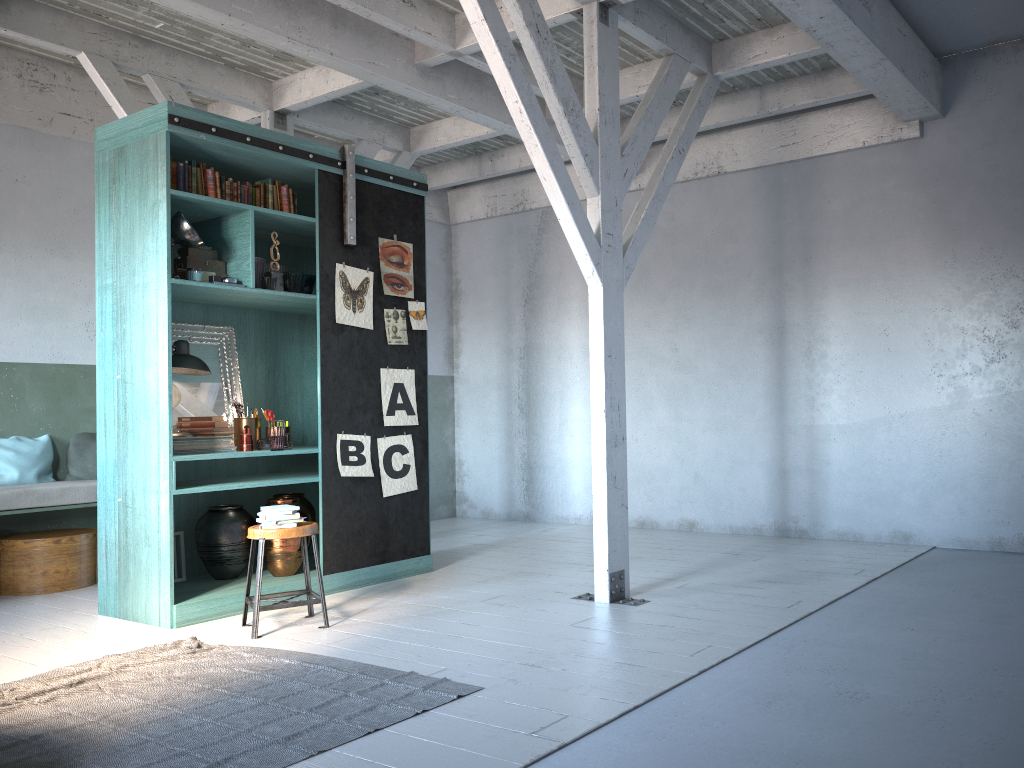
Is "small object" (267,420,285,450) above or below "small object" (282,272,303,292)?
below

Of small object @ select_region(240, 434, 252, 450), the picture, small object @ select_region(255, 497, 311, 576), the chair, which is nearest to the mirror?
small object @ select_region(240, 434, 252, 450)

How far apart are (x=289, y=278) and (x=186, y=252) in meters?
0.8 m

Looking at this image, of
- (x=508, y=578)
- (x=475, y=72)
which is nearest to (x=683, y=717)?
(x=508, y=578)

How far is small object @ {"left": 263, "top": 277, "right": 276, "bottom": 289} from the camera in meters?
6.6 m

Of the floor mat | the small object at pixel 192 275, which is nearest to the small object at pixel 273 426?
the small object at pixel 192 275

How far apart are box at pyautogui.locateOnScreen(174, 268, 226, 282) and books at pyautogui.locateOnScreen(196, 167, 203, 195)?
0.60m

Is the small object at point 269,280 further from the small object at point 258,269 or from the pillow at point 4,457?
the pillow at point 4,457

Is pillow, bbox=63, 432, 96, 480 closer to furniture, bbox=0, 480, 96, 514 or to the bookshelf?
furniture, bbox=0, 480, 96, 514

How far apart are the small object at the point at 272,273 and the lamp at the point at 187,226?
0.6m
